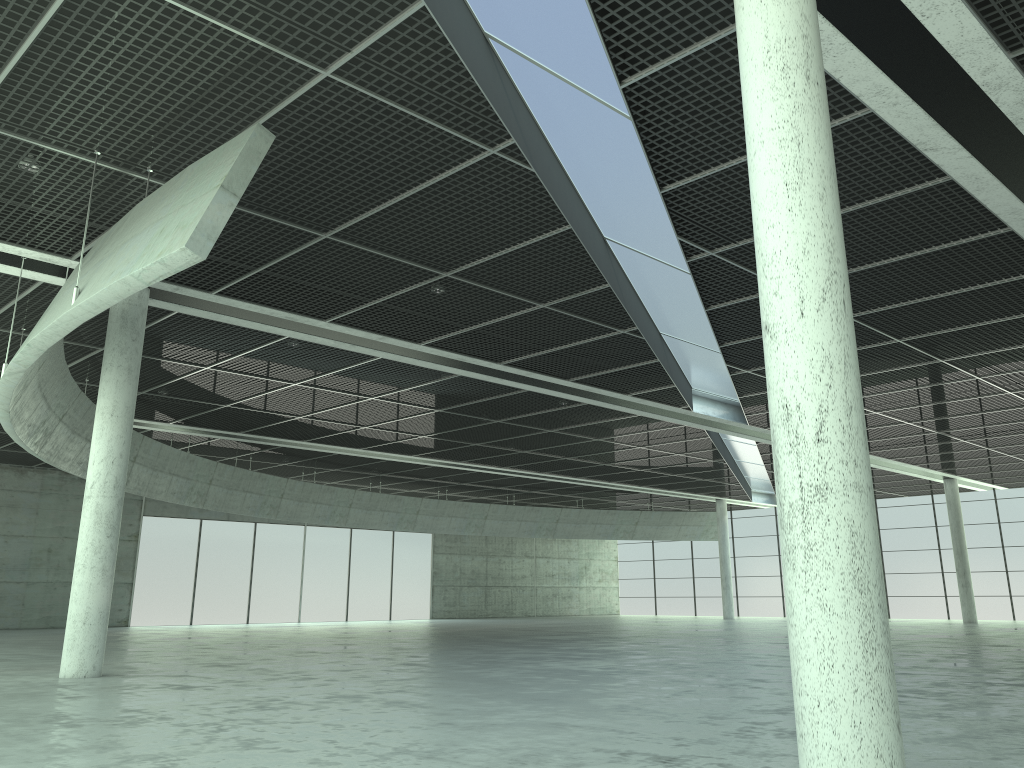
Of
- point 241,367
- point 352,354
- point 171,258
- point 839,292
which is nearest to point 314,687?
point 171,258

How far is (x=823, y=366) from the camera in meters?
11.4
